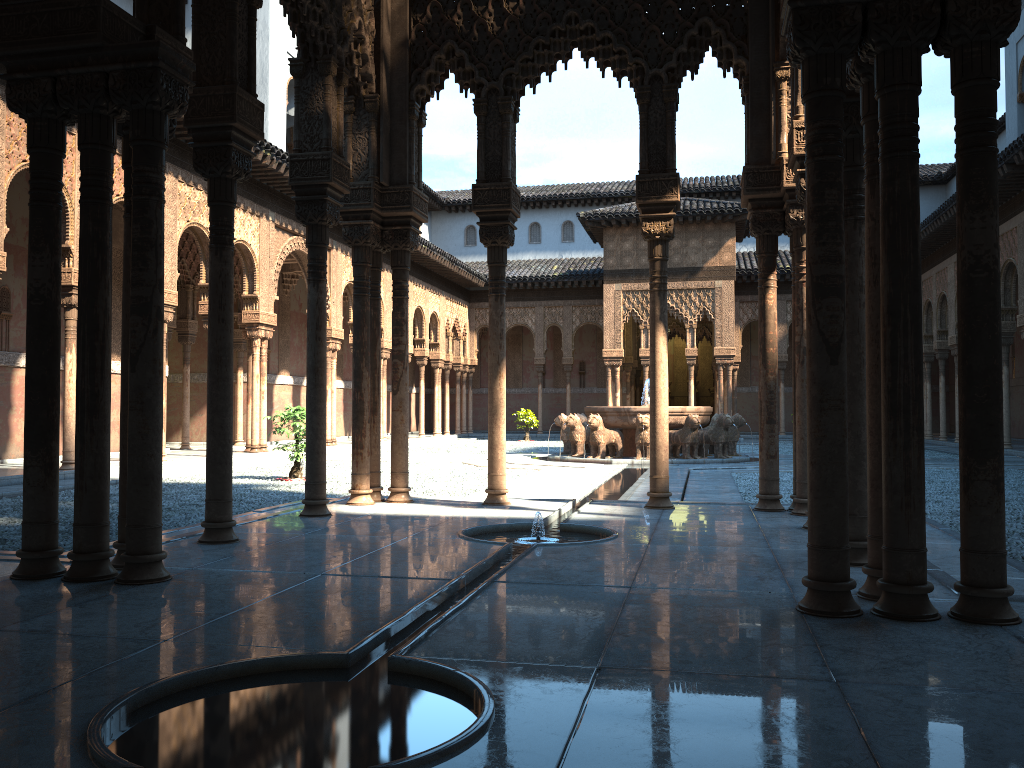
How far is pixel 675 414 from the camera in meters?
19.2

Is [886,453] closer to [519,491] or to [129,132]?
[129,132]

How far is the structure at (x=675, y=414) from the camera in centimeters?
1923cm

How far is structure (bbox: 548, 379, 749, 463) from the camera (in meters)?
19.23
